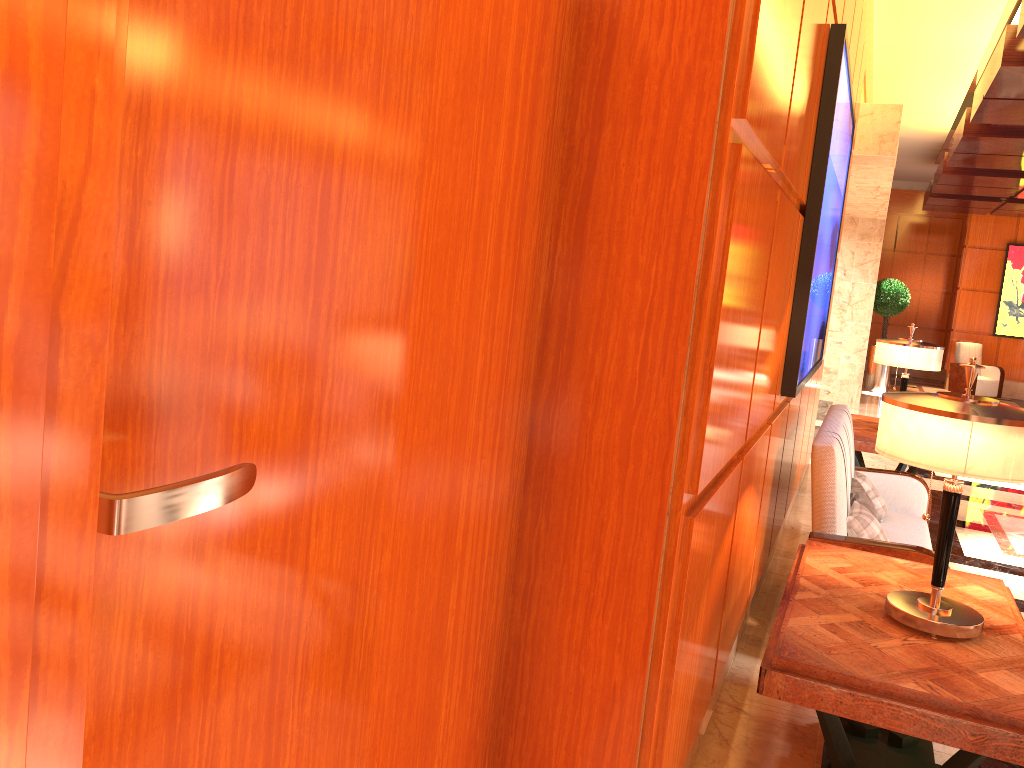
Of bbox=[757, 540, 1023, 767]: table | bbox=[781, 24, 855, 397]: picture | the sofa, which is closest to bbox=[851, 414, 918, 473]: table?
the sofa

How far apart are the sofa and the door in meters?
2.0

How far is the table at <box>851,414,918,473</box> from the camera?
6.1 meters

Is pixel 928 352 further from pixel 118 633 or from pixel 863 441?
pixel 118 633

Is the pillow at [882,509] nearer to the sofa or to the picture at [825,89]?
the sofa

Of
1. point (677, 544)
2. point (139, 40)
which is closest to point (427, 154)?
point (139, 40)

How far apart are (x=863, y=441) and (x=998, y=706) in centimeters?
417cm

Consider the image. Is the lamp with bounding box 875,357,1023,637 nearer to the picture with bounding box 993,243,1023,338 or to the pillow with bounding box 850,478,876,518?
the pillow with bounding box 850,478,876,518

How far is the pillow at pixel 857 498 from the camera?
4.26m

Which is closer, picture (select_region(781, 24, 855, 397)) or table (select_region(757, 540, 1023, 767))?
table (select_region(757, 540, 1023, 767))
